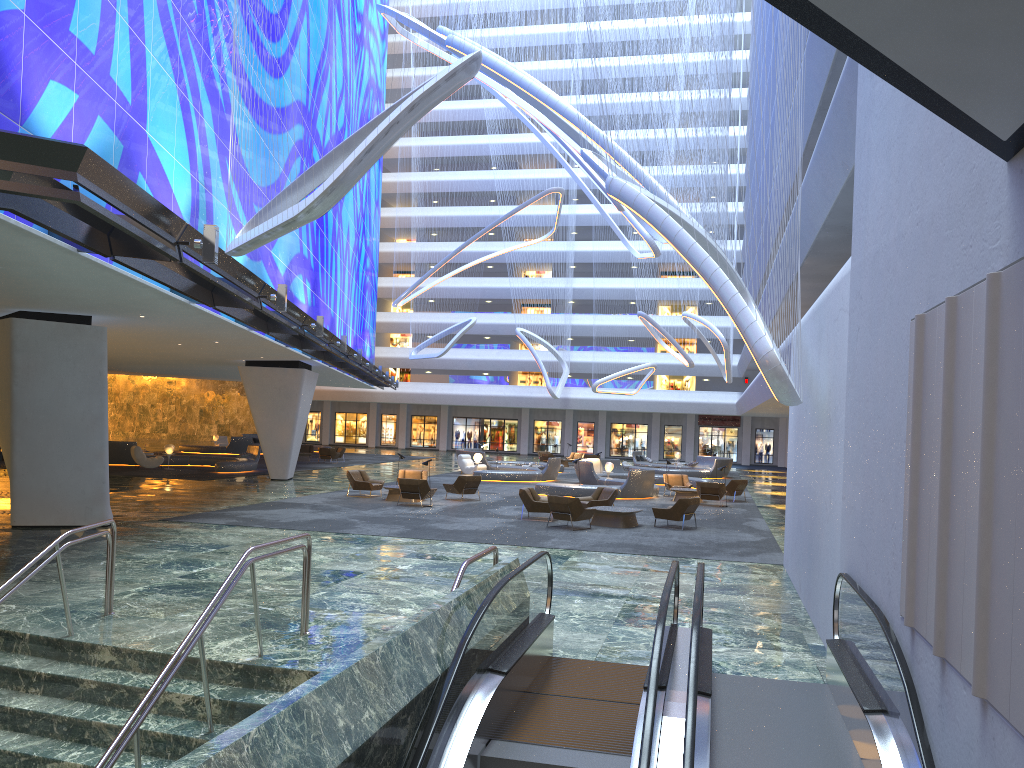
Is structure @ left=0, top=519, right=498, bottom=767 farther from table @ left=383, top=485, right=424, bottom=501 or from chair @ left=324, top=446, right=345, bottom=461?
chair @ left=324, top=446, right=345, bottom=461

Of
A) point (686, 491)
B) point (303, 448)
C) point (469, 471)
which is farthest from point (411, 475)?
point (303, 448)

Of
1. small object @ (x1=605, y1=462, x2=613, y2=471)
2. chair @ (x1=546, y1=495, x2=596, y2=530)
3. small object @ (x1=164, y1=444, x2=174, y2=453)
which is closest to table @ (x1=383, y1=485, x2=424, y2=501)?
chair @ (x1=546, y1=495, x2=596, y2=530)

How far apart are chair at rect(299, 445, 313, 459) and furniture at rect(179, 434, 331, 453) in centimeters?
432cm

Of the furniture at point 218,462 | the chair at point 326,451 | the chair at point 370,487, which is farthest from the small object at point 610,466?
the chair at point 326,451

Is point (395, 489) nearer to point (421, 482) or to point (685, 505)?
point (421, 482)

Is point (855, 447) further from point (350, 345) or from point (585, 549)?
point (350, 345)

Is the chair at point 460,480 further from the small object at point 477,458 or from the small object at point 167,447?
the small object at point 167,447

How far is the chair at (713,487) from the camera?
27.4m

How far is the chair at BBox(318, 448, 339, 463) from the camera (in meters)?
43.16
